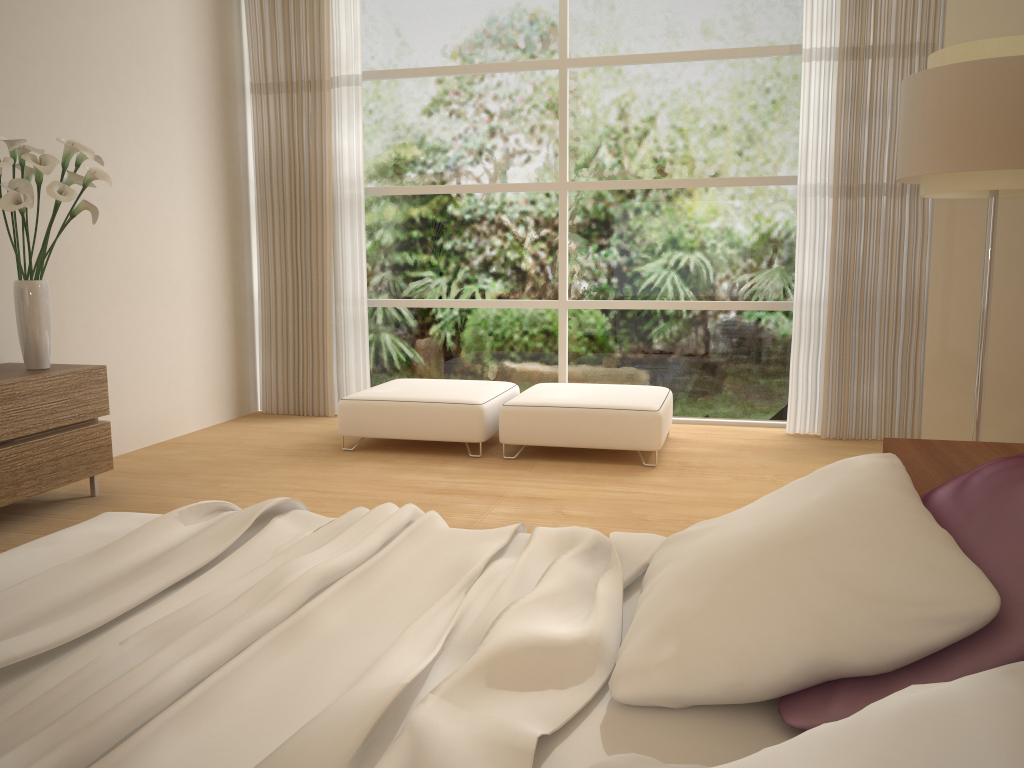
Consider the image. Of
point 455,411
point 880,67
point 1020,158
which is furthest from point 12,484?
point 880,67

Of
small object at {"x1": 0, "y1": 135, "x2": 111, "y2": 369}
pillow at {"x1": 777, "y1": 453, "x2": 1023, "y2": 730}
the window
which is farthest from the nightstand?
small object at {"x1": 0, "y1": 135, "x2": 111, "y2": 369}

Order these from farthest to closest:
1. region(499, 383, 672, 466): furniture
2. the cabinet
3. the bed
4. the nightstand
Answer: region(499, 383, 672, 466): furniture → the cabinet → the nightstand → the bed

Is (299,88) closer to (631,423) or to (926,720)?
(631,423)

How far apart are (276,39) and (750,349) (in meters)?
4.07

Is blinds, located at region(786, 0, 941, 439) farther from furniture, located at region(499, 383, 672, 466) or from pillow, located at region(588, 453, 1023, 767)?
pillow, located at region(588, 453, 1023, 767)

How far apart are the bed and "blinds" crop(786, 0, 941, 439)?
3.9 meters

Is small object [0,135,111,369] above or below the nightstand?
above

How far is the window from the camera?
6.02m

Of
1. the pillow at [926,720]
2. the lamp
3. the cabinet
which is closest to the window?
the lamp
